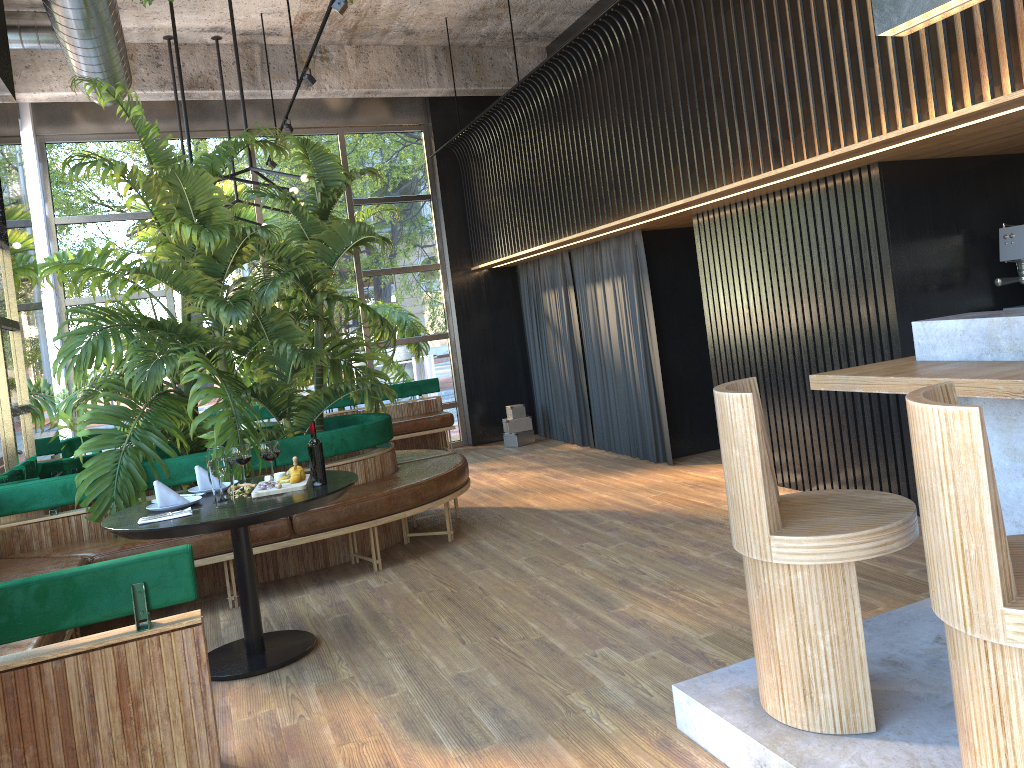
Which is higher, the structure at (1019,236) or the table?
the structure at (1019,236)

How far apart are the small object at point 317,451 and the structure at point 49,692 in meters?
0.1

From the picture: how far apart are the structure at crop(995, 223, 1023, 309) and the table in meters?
3.7

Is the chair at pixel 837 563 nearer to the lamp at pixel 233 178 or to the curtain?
the curtain

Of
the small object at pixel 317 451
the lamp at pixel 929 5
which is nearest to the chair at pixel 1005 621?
the small object at pixel 317 451

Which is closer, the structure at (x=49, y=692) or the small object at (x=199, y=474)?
the structure at (x=49, y=692)

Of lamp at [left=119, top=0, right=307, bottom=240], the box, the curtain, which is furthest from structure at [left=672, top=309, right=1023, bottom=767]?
the box

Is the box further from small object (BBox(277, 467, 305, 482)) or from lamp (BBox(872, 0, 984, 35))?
lamp (BBox(872, 0, 984, 35))

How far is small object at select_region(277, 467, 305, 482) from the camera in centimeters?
416cm

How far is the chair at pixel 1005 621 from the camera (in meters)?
1.80
